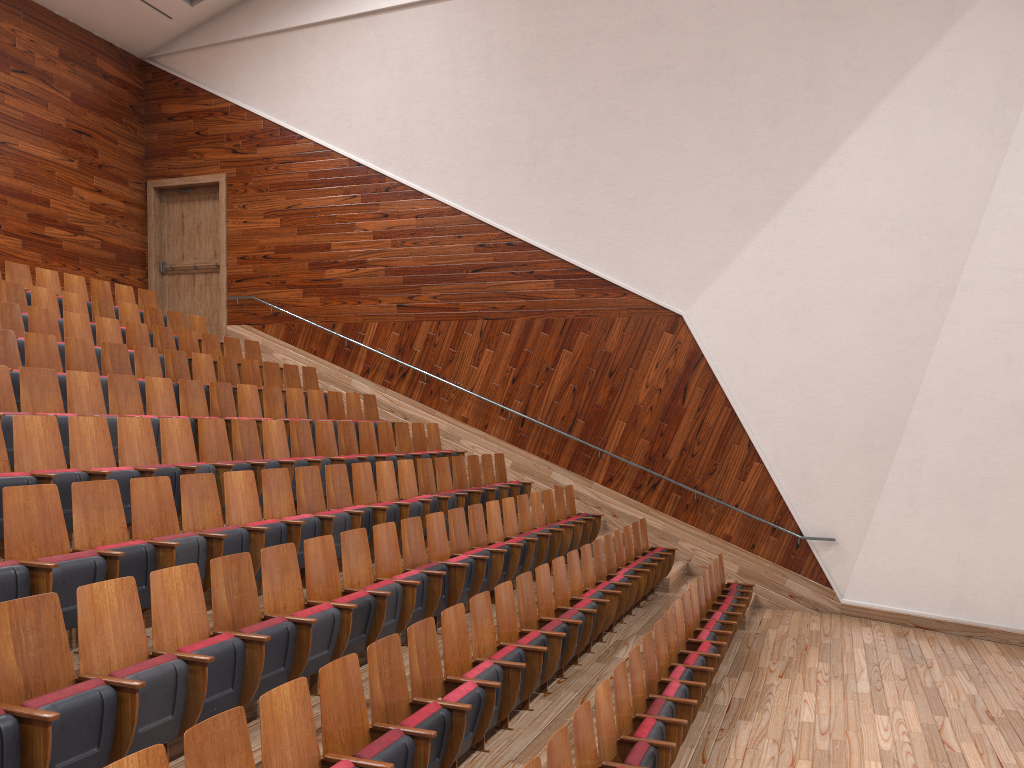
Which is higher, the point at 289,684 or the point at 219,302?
the point at 219,302

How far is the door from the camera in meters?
1.3 m

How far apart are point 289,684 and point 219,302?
1.1 meters

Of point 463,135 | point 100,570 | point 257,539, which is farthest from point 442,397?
point 100,570

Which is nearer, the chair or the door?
the chair

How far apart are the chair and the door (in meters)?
0.15

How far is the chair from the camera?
0.32m

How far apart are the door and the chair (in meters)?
0.15

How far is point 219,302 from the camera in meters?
1.3 m

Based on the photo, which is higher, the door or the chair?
the door
